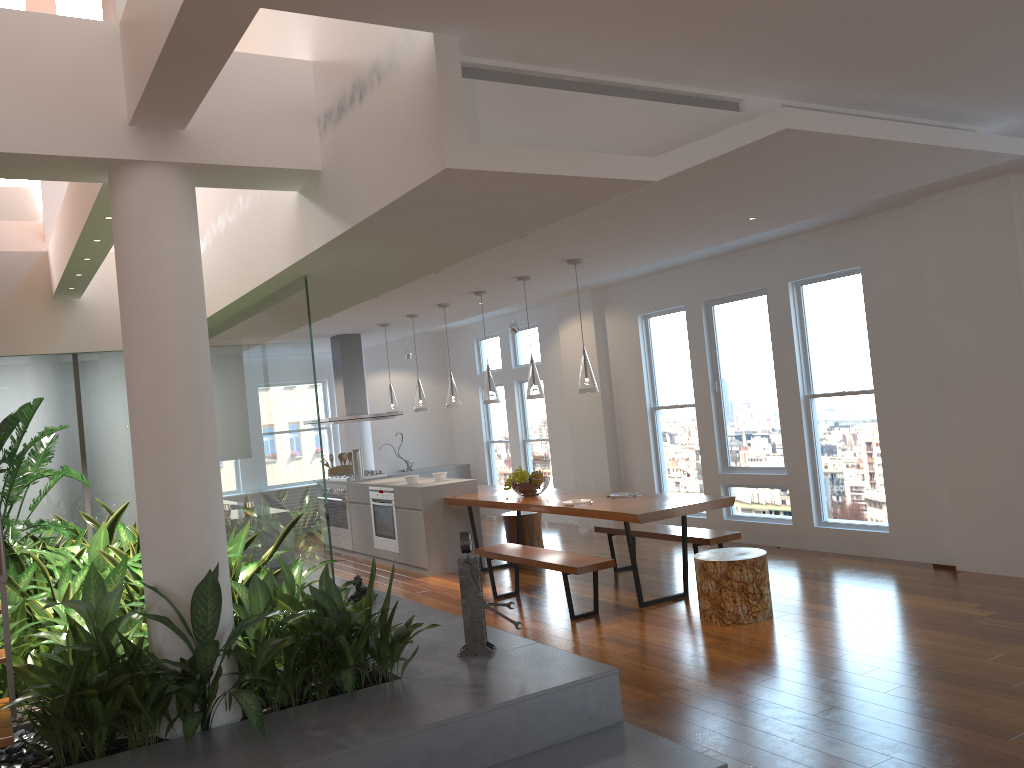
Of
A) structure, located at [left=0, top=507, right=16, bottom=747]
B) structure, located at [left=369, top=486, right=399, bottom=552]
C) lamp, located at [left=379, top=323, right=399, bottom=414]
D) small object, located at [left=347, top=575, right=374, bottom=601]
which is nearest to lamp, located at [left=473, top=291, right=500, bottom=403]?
structure, located at [left=369, top=486, right=399, bottom=552]

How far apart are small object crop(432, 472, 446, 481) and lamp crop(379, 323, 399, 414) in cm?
119

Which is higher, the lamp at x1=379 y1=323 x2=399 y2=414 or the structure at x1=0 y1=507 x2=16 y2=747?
the lamp at x1=379 y1=323 x2=399 y2=414

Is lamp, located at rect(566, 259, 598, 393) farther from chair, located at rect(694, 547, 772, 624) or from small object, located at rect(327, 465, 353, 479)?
small object, located at rect(327, 465, 353, 479)

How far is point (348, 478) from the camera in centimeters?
1003cm

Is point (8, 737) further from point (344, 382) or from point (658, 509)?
point (344, 382)

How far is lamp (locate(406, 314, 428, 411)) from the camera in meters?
9.0

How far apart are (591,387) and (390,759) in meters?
3.7 m

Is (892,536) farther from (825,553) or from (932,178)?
(932,178)

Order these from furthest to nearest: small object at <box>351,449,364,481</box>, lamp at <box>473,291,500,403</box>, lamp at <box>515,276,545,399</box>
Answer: small object at <box>351,449,364,481</box> → lamp at <box>473,291,500,403</box> → lamp at <box>515,276,545,399</box>
